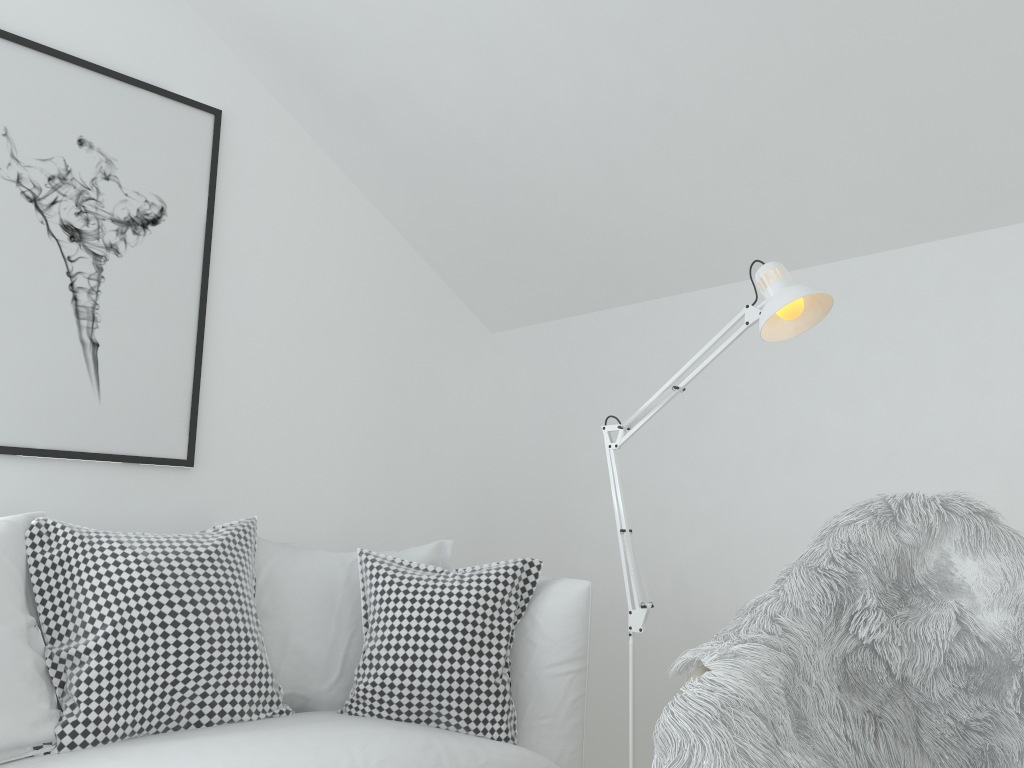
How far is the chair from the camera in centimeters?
132cm

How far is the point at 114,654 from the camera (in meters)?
1.74

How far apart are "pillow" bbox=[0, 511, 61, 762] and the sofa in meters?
0.0

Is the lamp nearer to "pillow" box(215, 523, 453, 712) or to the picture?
"pillow" box(215, 523, 453, 712)

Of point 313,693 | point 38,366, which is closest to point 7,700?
point 313,693

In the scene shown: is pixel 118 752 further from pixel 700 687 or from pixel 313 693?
pixel 700 687

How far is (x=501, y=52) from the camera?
2.3m

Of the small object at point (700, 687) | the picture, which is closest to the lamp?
the small object at point (700, 687)

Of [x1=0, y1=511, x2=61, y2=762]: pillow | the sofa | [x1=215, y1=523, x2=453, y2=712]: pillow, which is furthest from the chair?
[x1=0, y1=511, x2=61, y2=762]: pillow

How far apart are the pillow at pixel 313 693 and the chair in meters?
1.1
